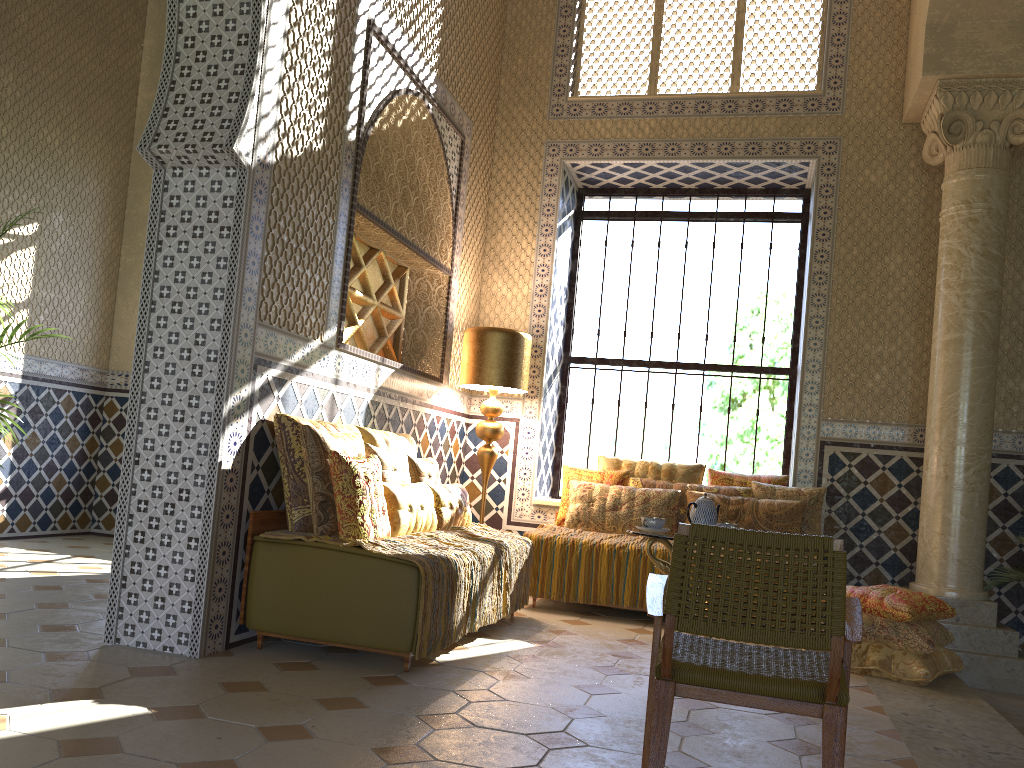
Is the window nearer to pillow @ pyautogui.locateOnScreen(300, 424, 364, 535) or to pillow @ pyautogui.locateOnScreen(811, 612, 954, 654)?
pillow @ pyautogui.locateOnScreen(811, 612, 954, 654)

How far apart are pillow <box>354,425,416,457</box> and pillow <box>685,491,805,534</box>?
2.91m

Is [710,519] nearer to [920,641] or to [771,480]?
[920,641]

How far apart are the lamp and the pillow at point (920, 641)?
4.0m

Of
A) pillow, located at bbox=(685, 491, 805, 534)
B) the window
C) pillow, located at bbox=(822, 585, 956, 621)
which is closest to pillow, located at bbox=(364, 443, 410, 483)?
pillow, located at bbox=(685, 491, 805, 534)

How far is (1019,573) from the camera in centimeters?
798cm

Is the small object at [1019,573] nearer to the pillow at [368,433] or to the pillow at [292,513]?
the pillow at [368,433]

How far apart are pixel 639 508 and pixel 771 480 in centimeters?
149cm

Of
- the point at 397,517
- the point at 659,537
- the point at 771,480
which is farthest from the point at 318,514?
the point at 771,480

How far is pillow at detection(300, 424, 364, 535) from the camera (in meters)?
5.92
